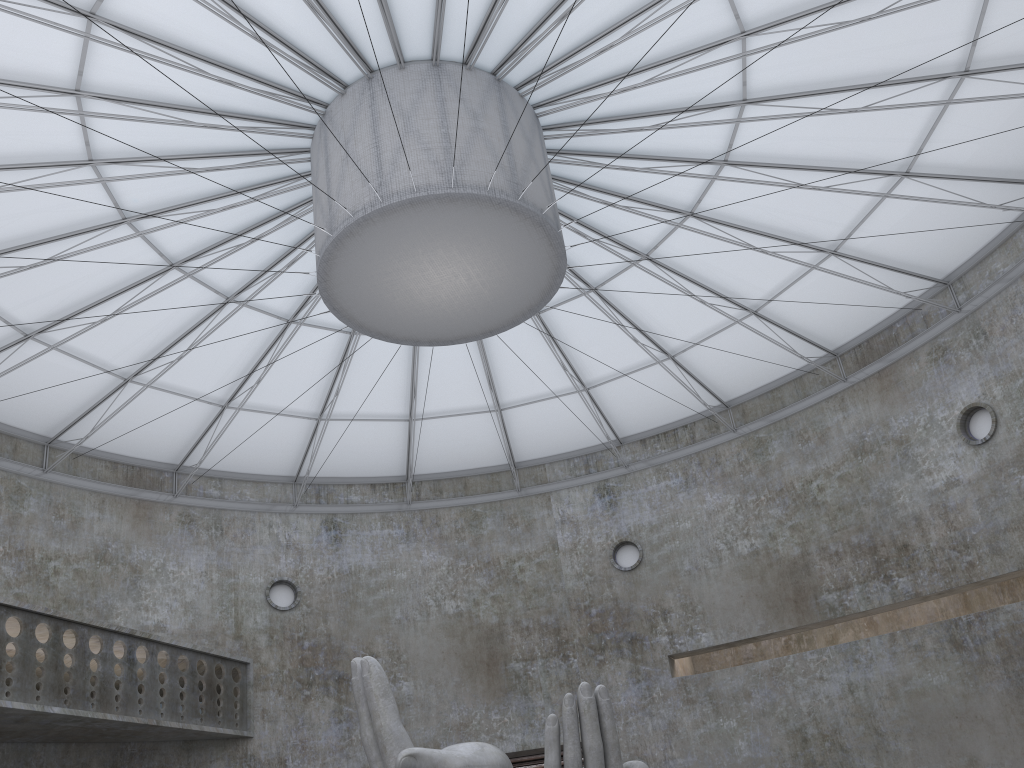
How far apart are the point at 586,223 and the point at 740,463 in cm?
1537

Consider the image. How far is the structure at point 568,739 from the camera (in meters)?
17.19

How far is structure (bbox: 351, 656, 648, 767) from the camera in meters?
17.2

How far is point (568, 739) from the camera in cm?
1719

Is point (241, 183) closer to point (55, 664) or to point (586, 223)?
point (586, 223)
